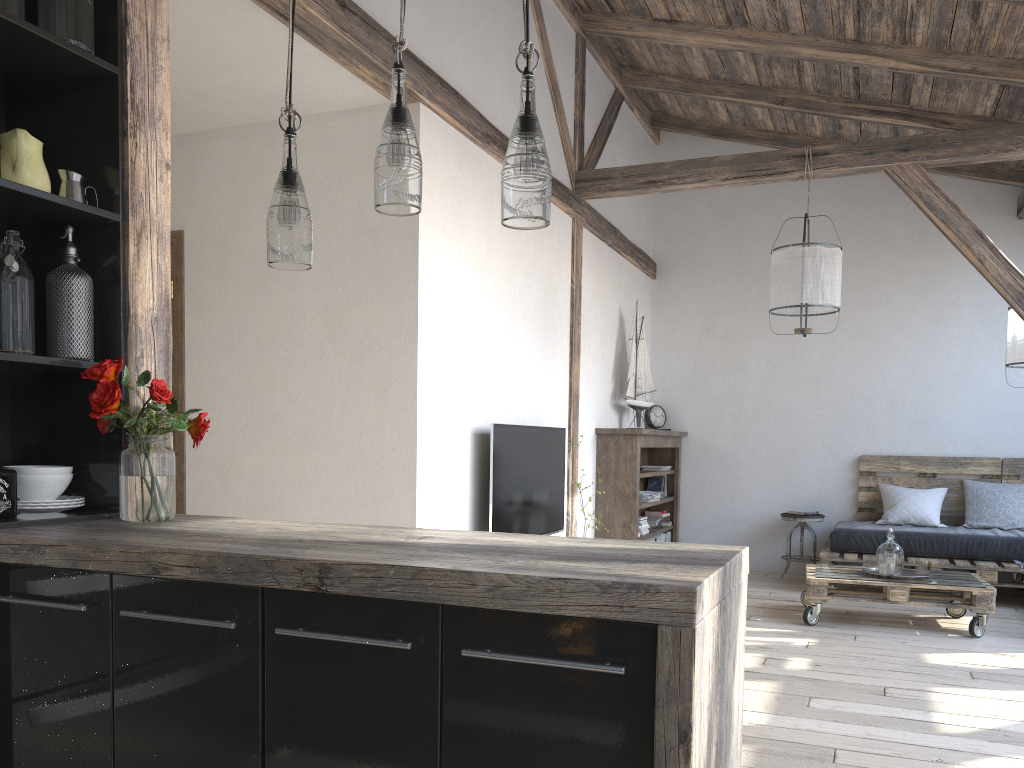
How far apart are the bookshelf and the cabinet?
4.30m

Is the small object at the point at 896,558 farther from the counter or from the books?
the counter

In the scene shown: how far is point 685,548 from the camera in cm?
180

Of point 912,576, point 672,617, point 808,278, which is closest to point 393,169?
point 672,617

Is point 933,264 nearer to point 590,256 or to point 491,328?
point 590,256

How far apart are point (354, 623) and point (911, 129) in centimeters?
617cm

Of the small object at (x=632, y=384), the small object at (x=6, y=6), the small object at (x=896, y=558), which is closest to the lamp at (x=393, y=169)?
the small object at (x=6, y=6)

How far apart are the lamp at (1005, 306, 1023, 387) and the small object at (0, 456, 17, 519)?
5.5m

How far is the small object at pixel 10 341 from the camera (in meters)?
2.11

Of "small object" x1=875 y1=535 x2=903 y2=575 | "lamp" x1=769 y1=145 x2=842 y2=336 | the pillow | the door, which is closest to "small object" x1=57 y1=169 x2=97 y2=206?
the door
